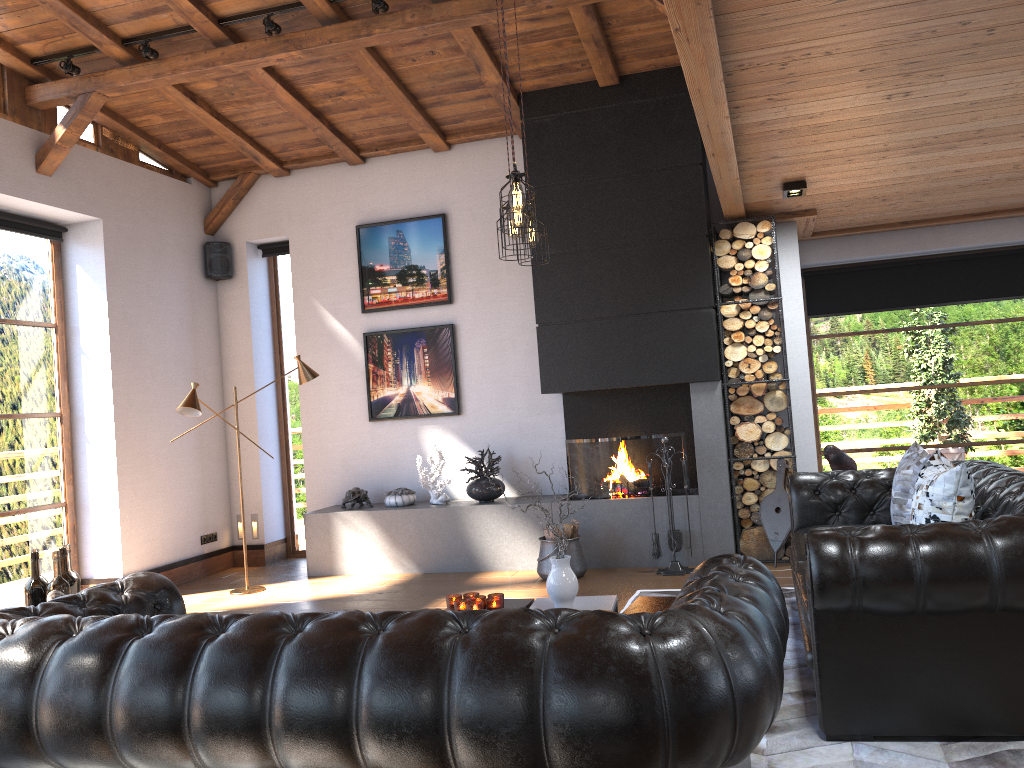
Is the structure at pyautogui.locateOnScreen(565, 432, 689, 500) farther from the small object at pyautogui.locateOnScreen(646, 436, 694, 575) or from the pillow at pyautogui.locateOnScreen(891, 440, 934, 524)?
the pillow at pyautogui.locateOnScreen(891, 440, 934, 524)

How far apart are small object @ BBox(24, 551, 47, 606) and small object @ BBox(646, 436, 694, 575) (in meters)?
4.20

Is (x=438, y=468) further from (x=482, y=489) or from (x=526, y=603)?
(x=526, y=603)

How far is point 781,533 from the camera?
6.48m

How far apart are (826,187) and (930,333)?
2.8m

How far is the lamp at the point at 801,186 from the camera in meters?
5.9 m

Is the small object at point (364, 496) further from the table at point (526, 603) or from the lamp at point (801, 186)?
the lamp at point (801, 186)

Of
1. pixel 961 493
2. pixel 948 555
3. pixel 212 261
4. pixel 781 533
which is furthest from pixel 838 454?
pixel 212 261

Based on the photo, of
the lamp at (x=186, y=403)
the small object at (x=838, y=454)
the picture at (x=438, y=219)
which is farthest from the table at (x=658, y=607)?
the picture at (x=438, y=219)

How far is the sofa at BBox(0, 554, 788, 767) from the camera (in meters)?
1.86
